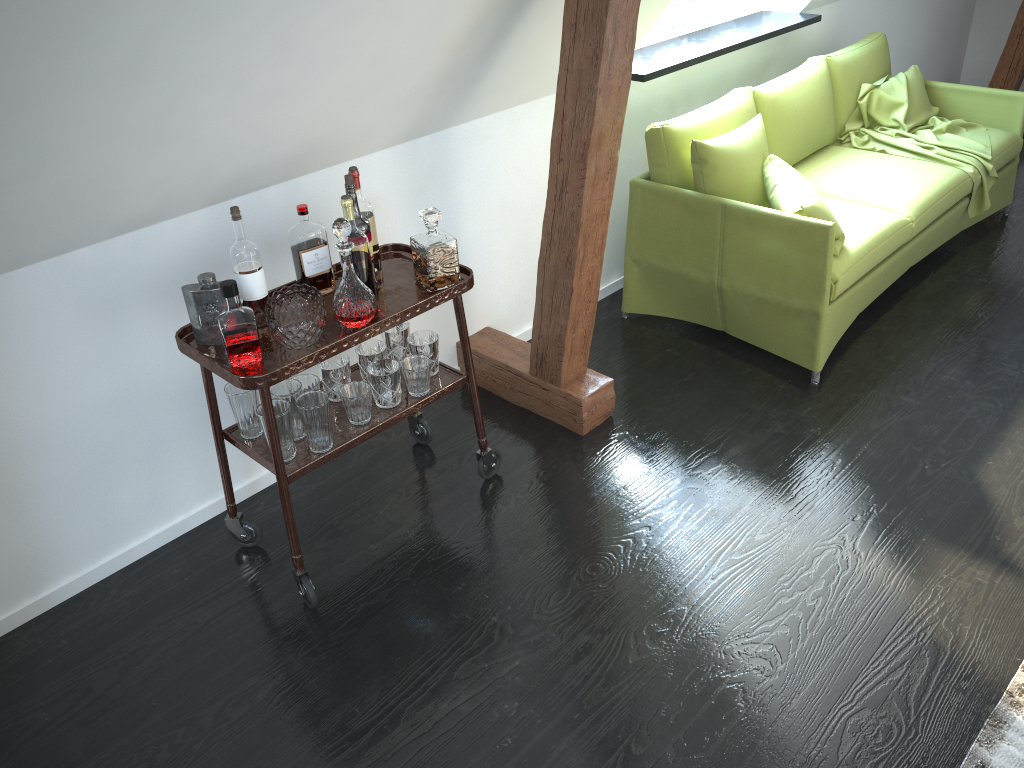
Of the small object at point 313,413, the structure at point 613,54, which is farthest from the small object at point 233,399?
the structure at point 613,54

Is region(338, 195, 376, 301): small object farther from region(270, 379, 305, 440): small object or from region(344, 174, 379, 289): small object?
region(270, 379, 305, 440): small object

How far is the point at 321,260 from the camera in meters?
2.4

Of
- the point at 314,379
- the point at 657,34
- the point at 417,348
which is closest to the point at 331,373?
the point at 314,379

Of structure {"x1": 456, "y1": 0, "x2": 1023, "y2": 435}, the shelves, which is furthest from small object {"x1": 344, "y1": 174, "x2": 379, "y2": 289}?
structure {"x1": 456, "y1": 0, "x2": 1023, "y2": 435}

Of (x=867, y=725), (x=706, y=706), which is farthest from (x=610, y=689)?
(x=867, y=725)

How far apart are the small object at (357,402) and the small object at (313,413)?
0.07m

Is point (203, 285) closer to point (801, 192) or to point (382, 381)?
point (382, 381)

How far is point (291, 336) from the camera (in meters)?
2.15

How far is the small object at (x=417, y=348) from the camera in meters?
2.6
